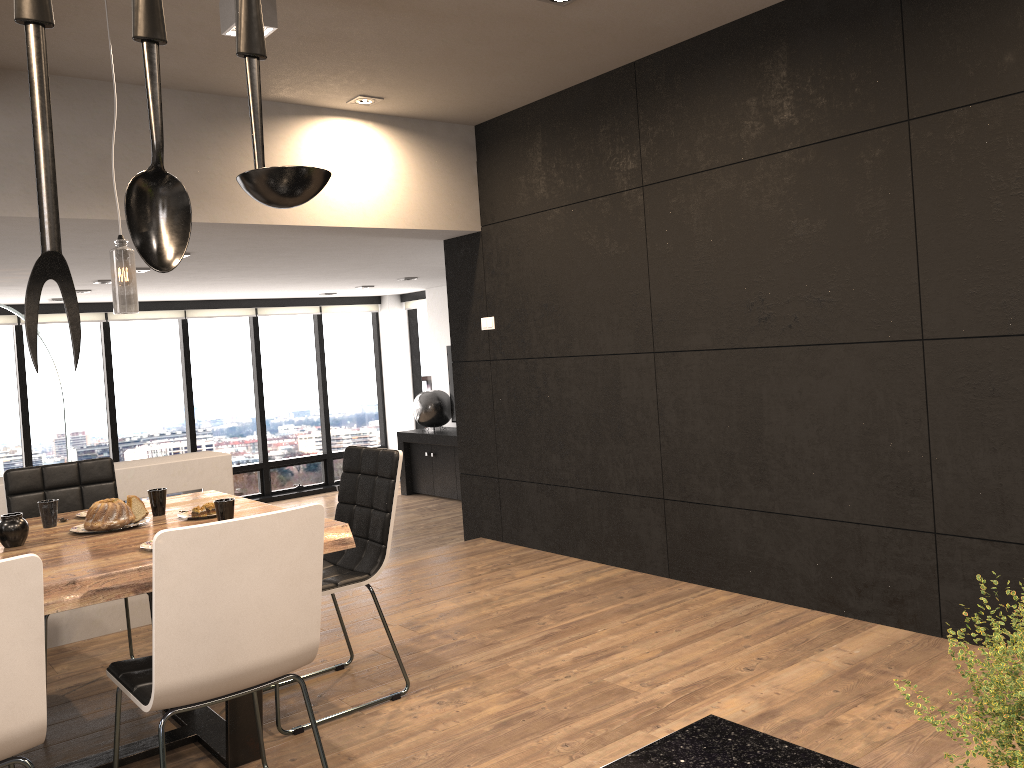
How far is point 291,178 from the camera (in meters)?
0.60

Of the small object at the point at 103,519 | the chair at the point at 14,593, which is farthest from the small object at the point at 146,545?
the chair at the point at 14,593

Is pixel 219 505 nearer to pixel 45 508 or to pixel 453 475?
pixel 45 508

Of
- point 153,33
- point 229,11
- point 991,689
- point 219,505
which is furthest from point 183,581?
point 229,11

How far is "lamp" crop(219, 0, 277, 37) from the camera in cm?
321

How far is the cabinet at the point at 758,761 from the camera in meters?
1.0 m

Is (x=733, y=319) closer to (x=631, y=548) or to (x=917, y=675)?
(x=631, y=548)

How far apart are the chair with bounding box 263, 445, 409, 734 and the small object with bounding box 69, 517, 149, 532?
0.9 meters

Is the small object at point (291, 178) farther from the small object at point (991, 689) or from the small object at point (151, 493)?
the small object at point (151, 493)

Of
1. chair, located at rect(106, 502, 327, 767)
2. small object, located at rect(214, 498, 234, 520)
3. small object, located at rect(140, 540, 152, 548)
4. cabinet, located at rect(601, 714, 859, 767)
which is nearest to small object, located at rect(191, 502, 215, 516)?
small object, located at rect(214, 498, 234, 520)
